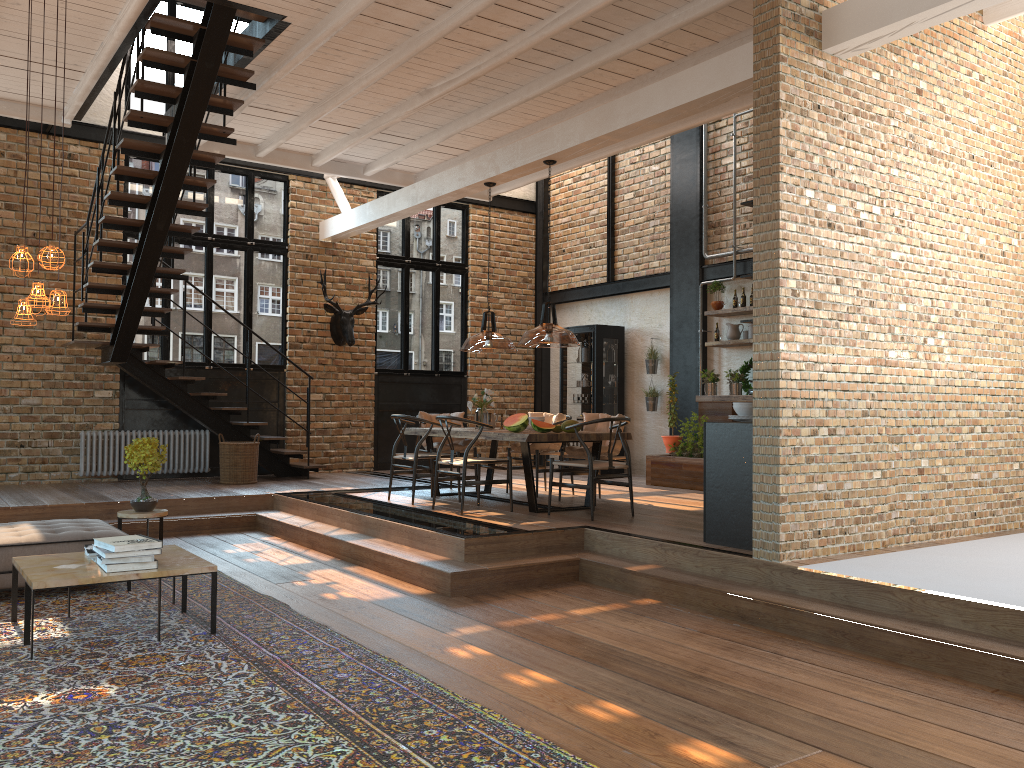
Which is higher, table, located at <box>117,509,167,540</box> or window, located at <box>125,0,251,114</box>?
window, located at <box>125,0,251,114</box>

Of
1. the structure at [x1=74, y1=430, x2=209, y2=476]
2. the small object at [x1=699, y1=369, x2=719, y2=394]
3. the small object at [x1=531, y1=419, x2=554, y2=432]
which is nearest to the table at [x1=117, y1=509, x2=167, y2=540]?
the small object at [x1=531, y1=419, x2=554, y2=432]

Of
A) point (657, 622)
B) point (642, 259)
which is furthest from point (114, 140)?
point (642, 259)

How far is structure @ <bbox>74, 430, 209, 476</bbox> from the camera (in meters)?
11.03

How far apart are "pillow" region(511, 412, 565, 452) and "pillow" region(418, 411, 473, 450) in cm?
53

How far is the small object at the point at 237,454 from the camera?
10.5 meters

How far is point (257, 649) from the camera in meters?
4.6 m

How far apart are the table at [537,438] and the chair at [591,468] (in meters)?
0.19

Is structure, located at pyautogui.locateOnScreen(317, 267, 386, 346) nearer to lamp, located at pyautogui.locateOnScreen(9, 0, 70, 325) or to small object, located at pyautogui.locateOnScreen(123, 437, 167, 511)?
small object, located at pyautogui.locateOnScreen(123, 437, 167, 511)

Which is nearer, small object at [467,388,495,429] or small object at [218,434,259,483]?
small object at [467,388,495,429]
